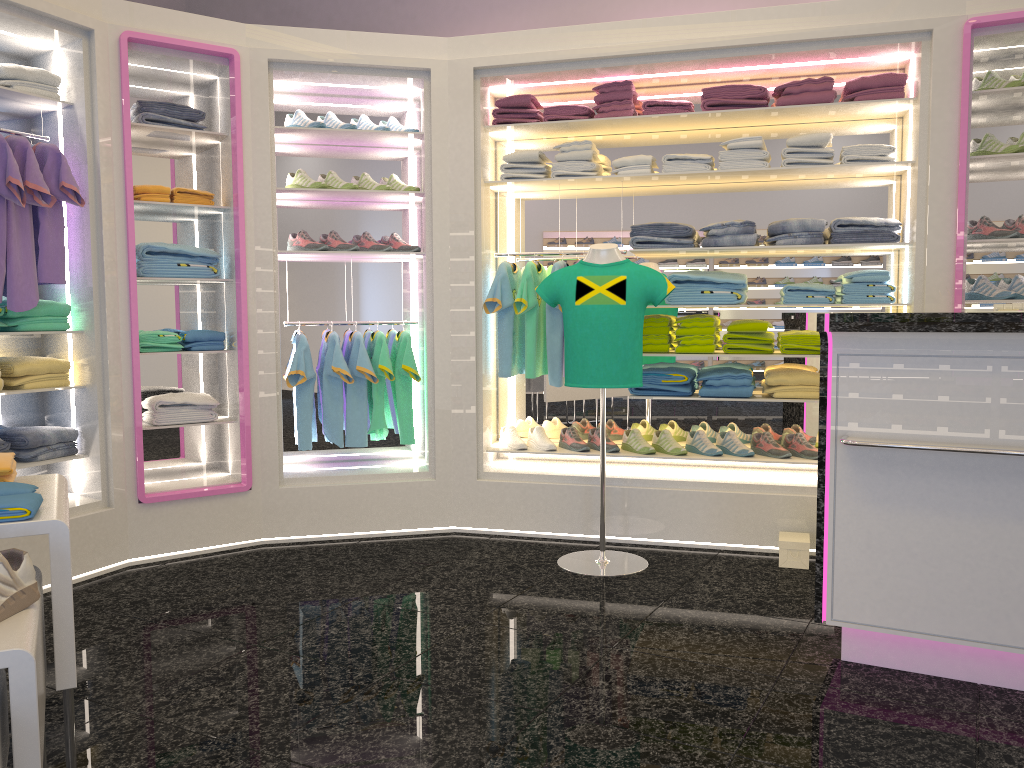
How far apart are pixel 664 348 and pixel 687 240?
0.6 meters

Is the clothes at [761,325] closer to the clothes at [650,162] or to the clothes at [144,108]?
the clothes at [650,162]

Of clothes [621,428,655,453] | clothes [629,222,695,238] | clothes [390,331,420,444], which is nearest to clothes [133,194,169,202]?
clothes [390,331,420,444]

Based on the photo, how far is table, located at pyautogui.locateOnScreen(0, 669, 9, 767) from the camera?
1.62m

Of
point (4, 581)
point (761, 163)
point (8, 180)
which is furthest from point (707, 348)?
point (4, 581)

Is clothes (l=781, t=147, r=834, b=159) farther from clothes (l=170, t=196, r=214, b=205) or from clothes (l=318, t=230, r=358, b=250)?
clothes (l=170, t=196, r=214, b=205)

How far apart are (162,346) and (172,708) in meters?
2.2

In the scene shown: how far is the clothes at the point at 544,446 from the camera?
5.0m

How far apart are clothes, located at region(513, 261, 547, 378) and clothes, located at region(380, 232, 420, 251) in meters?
0.7 m

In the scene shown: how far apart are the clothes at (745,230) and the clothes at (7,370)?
3.26m
